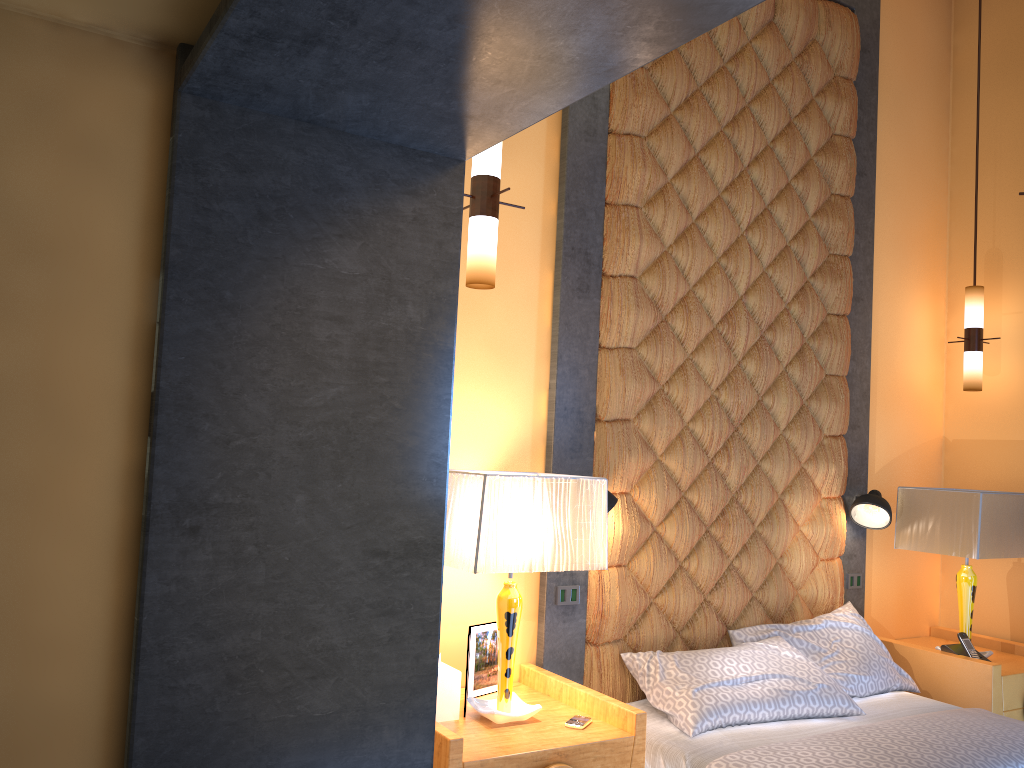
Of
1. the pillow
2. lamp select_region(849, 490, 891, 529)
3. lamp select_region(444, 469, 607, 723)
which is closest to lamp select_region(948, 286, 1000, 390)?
lamp select_region(849, 490, 891, 529)

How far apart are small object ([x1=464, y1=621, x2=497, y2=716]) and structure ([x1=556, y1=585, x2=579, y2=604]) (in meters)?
0.33

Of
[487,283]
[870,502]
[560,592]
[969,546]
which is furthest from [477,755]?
[969,546]

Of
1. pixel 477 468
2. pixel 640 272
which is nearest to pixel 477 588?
pixel 477 468

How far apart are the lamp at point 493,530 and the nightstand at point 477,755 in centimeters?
2cm

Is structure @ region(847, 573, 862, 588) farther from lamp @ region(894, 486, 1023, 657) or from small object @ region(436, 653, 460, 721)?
small object @ region(436, 653, 460, 721)

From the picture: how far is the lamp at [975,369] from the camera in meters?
4.5

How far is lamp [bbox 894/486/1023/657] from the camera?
3.9 meters

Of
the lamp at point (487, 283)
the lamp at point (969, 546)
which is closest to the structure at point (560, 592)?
the lamp at point (487, 283)

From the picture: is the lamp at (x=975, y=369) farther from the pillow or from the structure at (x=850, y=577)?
the pillow
